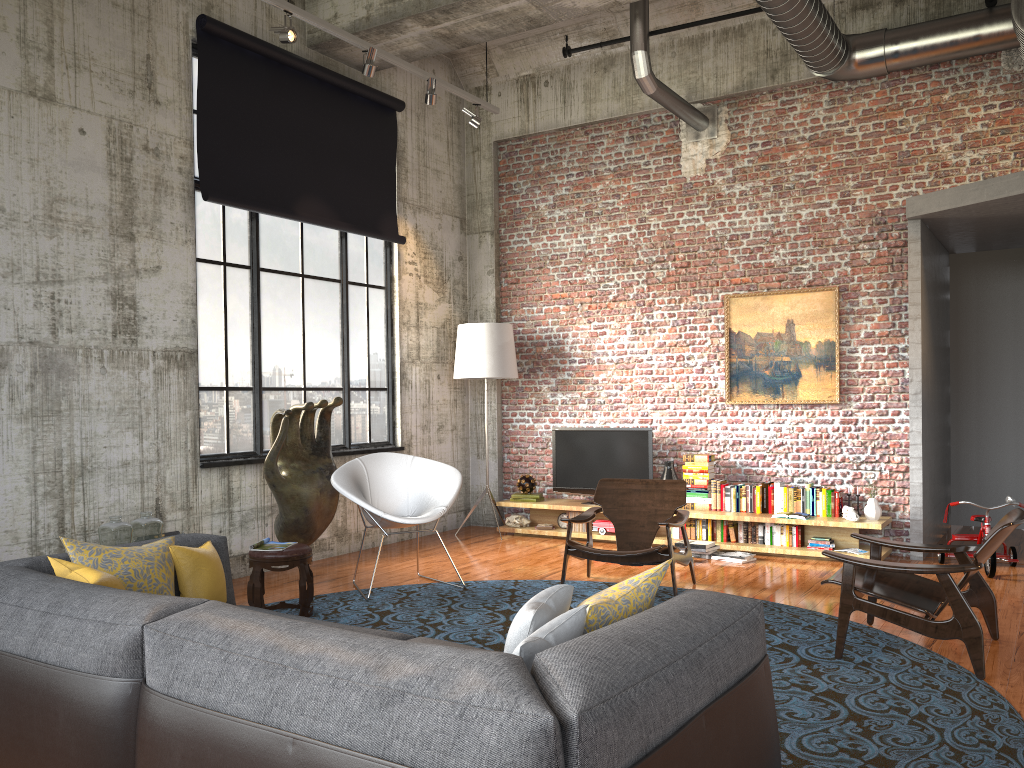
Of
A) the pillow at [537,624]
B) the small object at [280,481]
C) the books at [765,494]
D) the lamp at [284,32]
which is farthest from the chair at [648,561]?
the lamp at [284,32]

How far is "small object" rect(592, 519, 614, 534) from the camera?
8.8m

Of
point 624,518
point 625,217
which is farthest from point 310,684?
point 625,217

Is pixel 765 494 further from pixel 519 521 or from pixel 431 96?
pixel 431 96

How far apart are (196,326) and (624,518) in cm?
370

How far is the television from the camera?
8.9 meters

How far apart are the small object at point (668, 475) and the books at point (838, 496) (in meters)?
1.55

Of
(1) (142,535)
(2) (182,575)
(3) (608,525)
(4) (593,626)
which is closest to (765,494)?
(3) (608,525)

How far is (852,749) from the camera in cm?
357

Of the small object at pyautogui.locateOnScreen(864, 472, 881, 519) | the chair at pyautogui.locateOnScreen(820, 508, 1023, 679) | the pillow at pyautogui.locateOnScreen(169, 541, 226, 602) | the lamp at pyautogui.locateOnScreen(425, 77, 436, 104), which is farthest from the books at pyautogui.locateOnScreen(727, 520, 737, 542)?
the pillow at pyautogui.locateOnScreen(169, 541, 226, 602)
